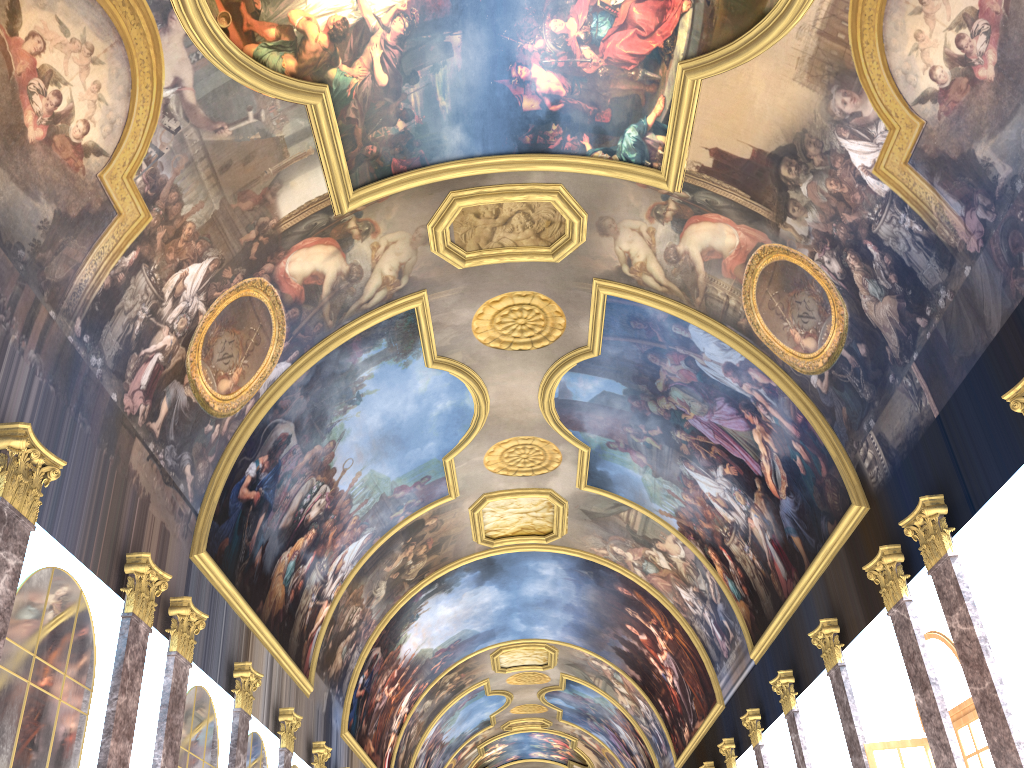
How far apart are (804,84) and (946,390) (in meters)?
4.70

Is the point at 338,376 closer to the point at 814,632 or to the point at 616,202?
the point at 616,202
